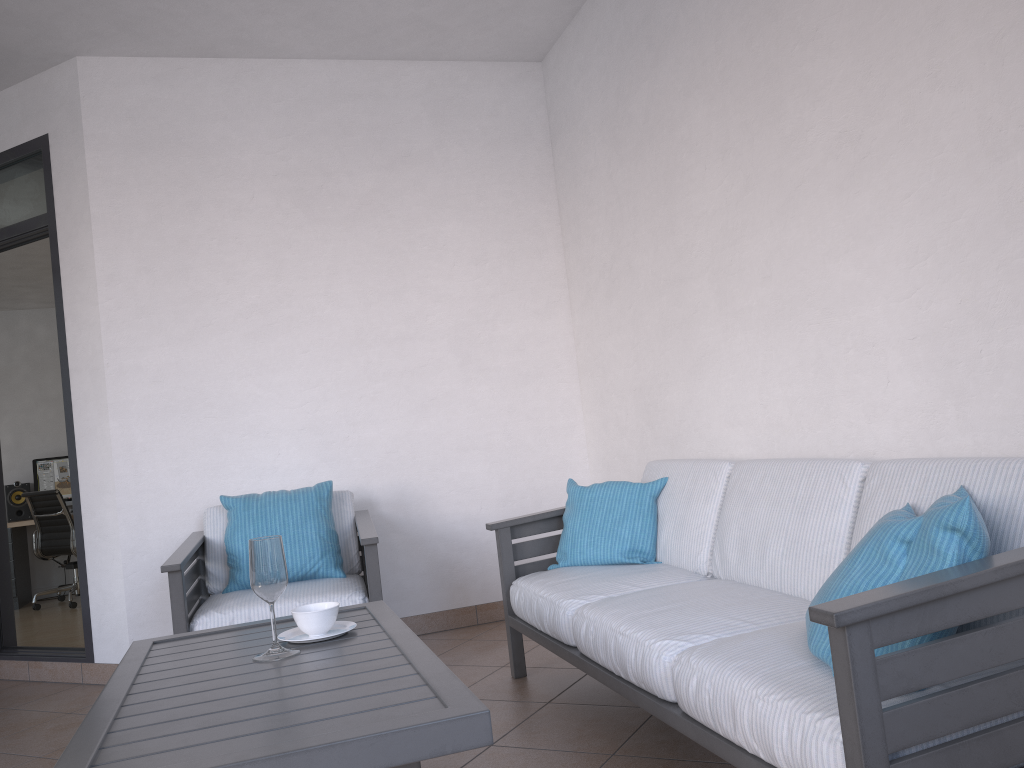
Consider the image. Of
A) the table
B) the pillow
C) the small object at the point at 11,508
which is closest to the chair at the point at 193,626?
the table

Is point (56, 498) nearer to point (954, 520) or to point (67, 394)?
point (67, 394)

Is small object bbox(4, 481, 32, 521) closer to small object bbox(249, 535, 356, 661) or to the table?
the table

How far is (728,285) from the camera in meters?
3.2 m

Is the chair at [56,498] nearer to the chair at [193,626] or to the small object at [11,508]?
the small object at [11,508]

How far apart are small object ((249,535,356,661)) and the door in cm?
226

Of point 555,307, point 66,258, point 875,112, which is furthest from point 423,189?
point 875,112

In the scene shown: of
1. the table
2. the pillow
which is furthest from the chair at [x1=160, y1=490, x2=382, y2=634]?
the pillow

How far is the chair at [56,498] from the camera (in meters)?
7.41

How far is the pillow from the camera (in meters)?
1.58
